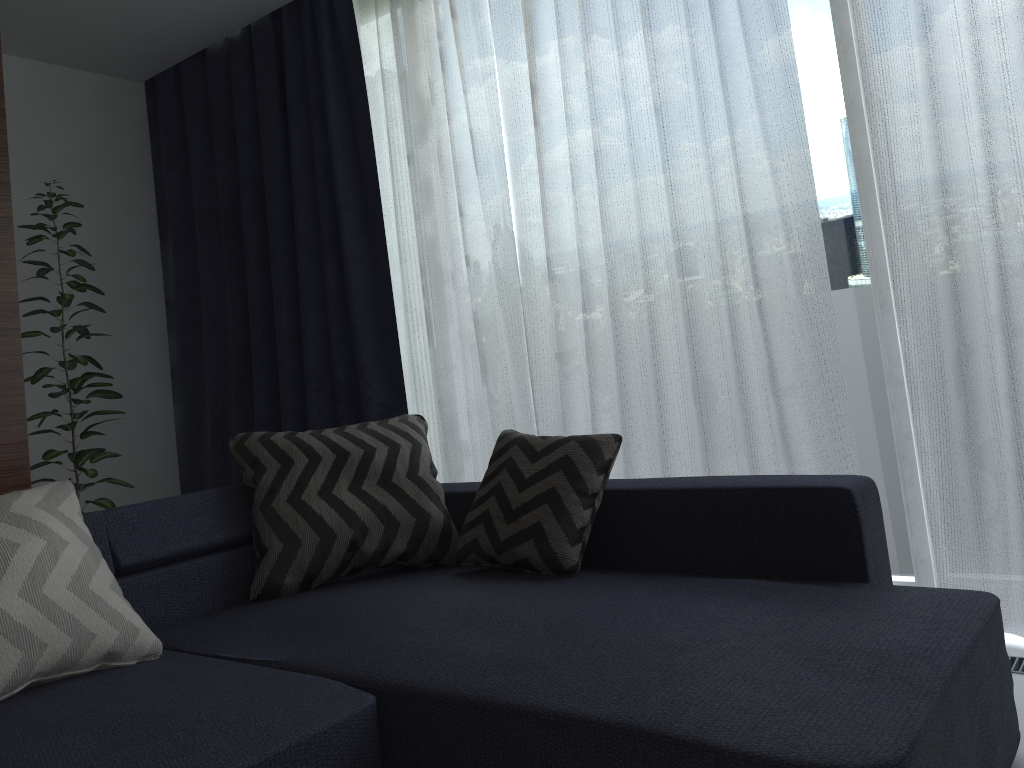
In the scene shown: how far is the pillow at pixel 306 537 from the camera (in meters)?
2.35

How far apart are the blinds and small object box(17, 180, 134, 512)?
0.59m

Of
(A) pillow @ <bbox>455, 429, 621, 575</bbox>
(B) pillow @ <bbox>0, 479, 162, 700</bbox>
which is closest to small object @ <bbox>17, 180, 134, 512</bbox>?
(B) pillow @ <bbox>0, 479, 162, 700</bbox>

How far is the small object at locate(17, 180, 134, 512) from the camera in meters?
3.4 m

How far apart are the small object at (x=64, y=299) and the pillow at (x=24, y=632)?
1.5 meters

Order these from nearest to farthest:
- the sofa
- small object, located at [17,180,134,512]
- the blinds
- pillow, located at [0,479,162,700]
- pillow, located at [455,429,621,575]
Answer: the sofa → pillow, located at [0,479,162,700] → pillow, located at [455,429,621,575] → the blinds → small object, located at [17,180,134,512]

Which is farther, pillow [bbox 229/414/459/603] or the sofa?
pillow [bbox 229/414/459/603]

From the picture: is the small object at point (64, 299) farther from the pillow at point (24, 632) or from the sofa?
the pillow at point (24, 632)

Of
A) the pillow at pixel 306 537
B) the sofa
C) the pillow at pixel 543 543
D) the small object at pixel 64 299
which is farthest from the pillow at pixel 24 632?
the small object at pixel 64 299

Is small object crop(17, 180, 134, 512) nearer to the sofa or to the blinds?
the blinds
